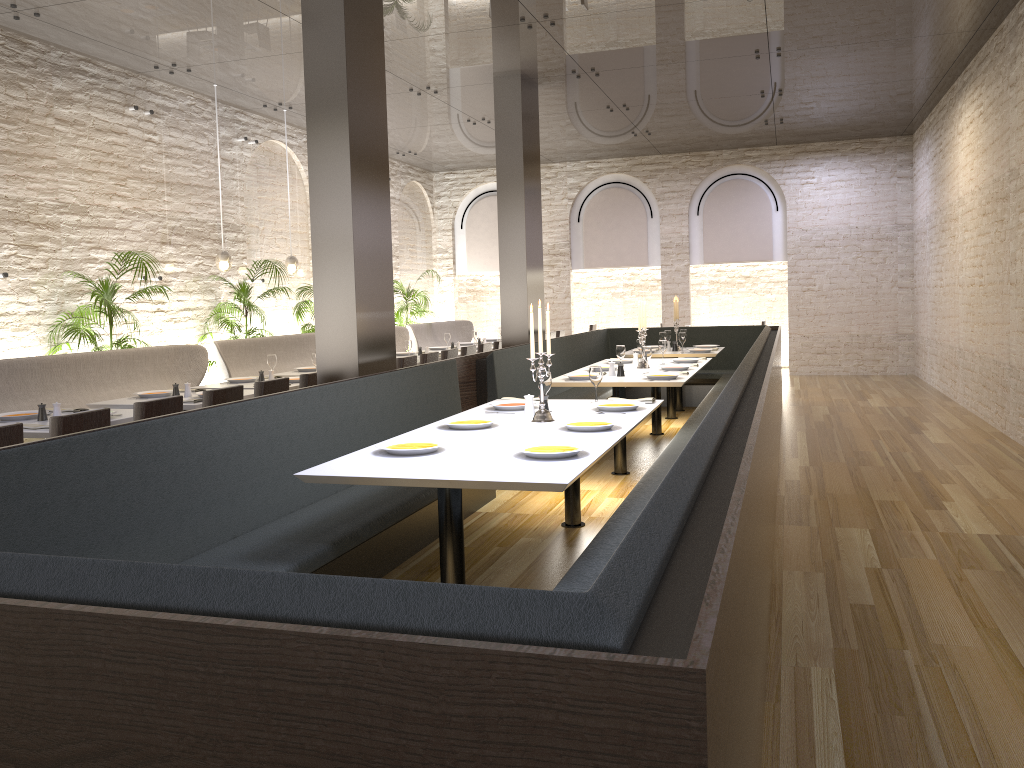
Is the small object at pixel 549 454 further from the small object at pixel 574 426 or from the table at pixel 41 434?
the table at pixel 41 434

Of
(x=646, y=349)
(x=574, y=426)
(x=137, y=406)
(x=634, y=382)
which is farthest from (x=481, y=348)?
(x=574, y=426)

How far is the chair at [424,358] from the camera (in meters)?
8.84

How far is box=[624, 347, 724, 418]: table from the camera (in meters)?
10.11

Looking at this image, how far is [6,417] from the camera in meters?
5.5

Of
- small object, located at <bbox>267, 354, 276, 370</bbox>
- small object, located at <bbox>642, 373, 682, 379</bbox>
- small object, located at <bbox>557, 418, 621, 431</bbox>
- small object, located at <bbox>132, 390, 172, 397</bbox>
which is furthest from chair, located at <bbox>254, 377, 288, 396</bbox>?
small object, located at <bbox>642, 373, 682, 379</bbox>

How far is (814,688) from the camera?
3.19m

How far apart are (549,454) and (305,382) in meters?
3.5 m

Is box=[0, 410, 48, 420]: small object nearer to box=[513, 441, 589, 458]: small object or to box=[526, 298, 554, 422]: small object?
box=[526, 298, 554, 422]: small object

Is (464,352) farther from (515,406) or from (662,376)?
(515,406)
